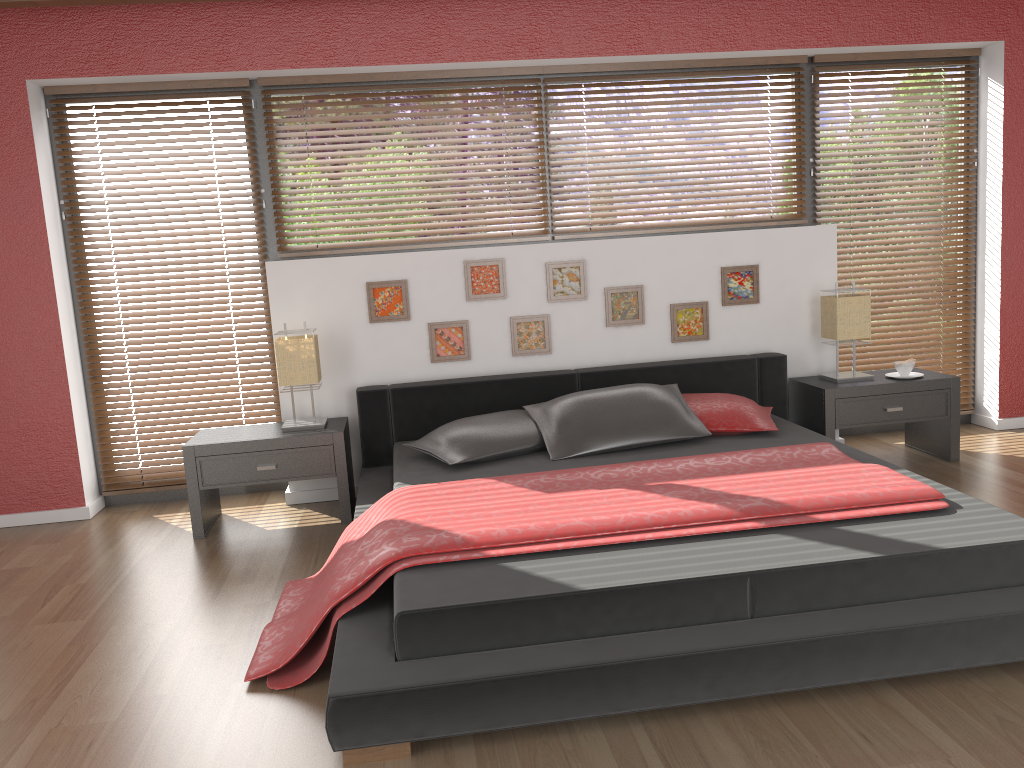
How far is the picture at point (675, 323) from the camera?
4.5 meters

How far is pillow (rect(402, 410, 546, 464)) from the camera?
3.7 meters

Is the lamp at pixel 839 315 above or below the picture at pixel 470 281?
below

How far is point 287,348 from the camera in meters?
4.0

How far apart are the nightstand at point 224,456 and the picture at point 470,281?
0.9 meters

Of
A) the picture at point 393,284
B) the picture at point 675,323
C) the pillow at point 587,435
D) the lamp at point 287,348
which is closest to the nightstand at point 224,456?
the lamp at point 287,348

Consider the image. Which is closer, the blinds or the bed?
the bed

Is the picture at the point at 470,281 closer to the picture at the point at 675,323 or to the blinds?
the picture at the point at 675,323

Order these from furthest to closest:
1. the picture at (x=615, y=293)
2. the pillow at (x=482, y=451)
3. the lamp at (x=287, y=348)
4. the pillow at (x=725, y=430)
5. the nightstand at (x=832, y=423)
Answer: Answer: the picture at (x=615, y=293), the nightstand at (x=832, y=423), the lamp at (x=287, y=348), the pillow at (x=725, y=430), the pillow at (x=482, y=451)

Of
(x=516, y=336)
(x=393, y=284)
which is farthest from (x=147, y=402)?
(x=516, y=336)
